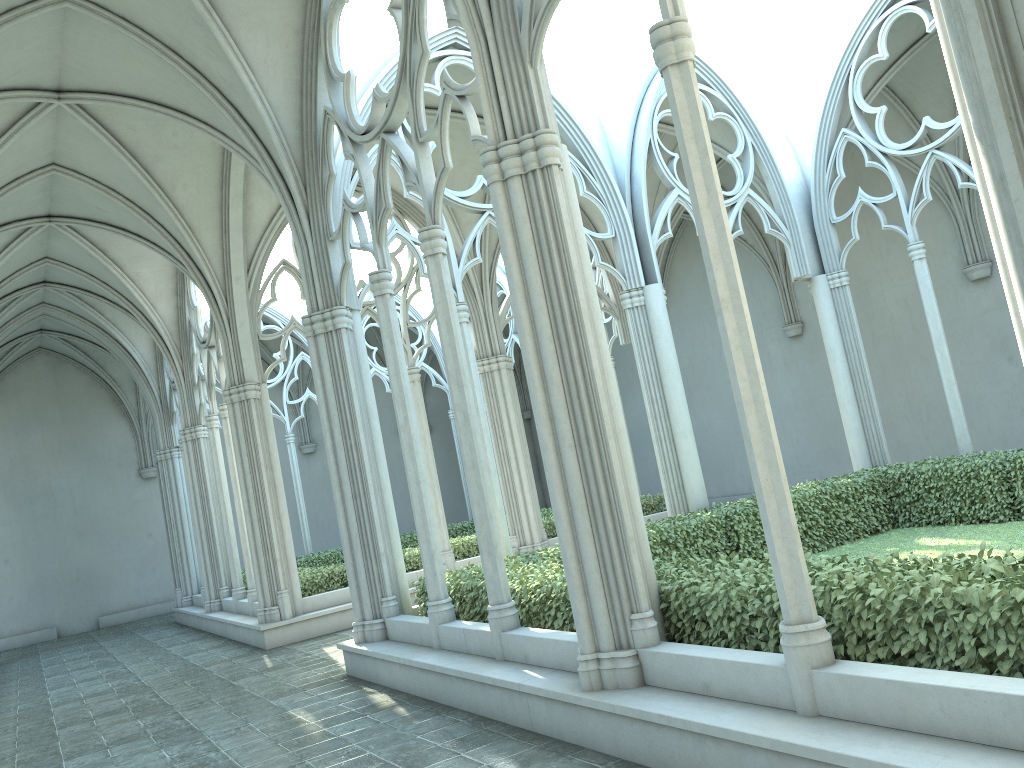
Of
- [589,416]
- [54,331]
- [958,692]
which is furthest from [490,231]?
[958,692]

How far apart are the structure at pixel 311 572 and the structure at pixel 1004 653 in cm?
524

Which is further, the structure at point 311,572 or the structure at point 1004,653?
the structure at point 311,572

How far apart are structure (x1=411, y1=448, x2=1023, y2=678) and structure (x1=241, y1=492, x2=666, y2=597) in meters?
5.2 m

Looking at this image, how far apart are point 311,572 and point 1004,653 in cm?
1204

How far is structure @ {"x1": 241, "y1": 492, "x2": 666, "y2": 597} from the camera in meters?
14.6

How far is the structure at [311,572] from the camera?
14.6 meters

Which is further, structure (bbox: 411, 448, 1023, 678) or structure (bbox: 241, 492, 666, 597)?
structure (bbox: 241, 492, 666, 597)

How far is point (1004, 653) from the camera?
4.1 meters

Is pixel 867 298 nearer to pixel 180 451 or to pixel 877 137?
pixel 877 137
